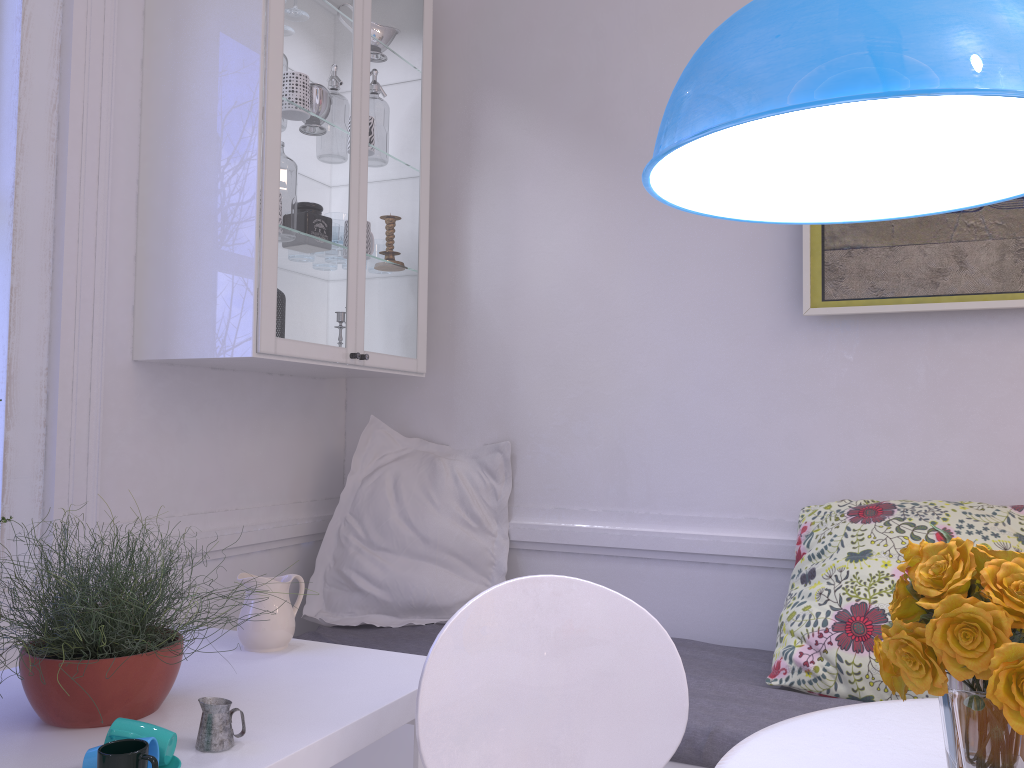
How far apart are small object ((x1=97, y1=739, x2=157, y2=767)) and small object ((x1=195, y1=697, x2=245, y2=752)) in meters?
0.2 m

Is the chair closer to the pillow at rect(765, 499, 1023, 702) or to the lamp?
the lamp

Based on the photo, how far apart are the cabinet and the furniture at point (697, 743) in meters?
0.7 m

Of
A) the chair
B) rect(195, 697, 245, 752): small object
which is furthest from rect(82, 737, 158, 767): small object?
the chair

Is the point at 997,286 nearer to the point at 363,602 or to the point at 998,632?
the point at 998,632

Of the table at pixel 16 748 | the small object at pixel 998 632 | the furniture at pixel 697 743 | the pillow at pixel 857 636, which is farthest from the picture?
the small object at pixel 998 632

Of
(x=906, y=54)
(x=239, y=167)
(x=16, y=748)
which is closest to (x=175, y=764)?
(x=16, y=748)

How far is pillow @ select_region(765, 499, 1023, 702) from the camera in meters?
2.0 m

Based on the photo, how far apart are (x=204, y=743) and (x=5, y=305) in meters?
1.2

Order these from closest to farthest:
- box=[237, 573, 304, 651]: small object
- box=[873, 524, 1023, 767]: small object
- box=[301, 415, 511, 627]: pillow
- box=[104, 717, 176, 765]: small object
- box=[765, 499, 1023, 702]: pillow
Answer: box=[873, 524, 1023, 767]: small object → box=[104, 717, 176, 765]: small object → box=[237, 573, 304, 651]: small object → box=[765, 499, 1023, 702]: pillow → box=[301, 415, 511, 627]: pillow
